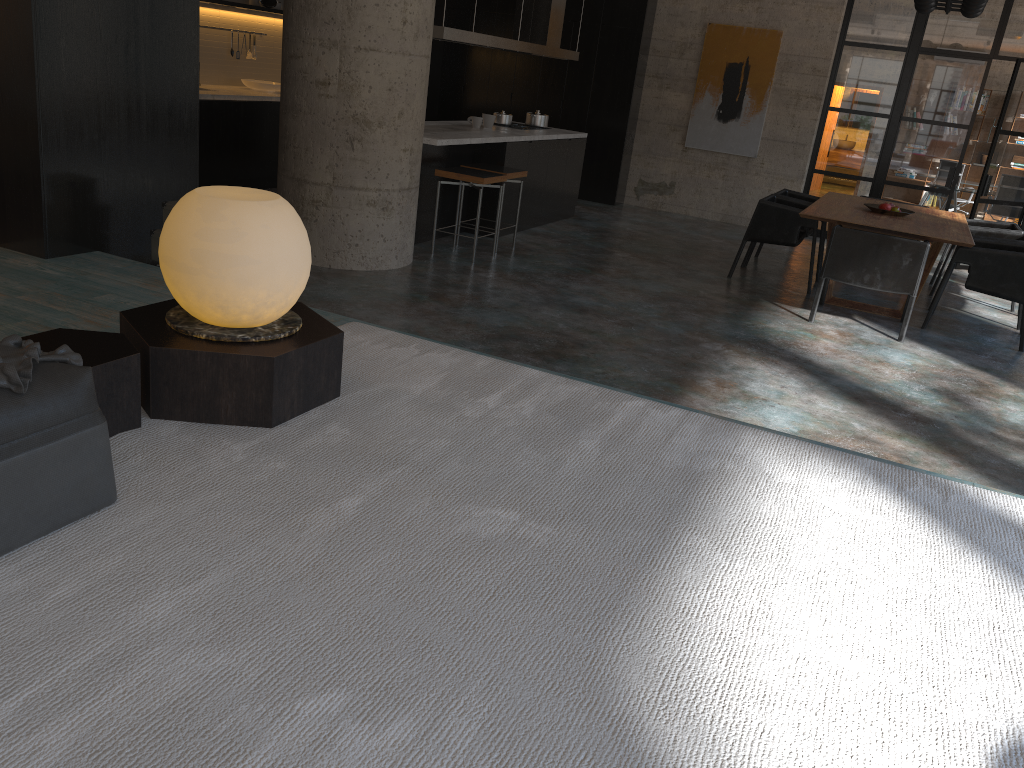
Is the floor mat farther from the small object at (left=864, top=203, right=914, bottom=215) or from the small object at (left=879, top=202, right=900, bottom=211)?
the small object at (left=879, top=202, right=900, bottom=211)

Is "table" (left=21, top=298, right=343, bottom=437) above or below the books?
below

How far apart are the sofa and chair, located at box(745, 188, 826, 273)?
7.88m

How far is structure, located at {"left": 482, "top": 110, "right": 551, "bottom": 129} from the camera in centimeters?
936cm

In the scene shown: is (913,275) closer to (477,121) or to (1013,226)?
(1013,226)

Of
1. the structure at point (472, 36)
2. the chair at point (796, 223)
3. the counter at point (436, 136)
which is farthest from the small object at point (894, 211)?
the structure at point (472, 36)

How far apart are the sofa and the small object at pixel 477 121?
7.05m

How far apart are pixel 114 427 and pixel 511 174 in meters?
5.7 m

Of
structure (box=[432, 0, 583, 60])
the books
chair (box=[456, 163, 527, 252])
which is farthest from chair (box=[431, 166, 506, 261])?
the books

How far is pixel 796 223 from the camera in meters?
7.8
